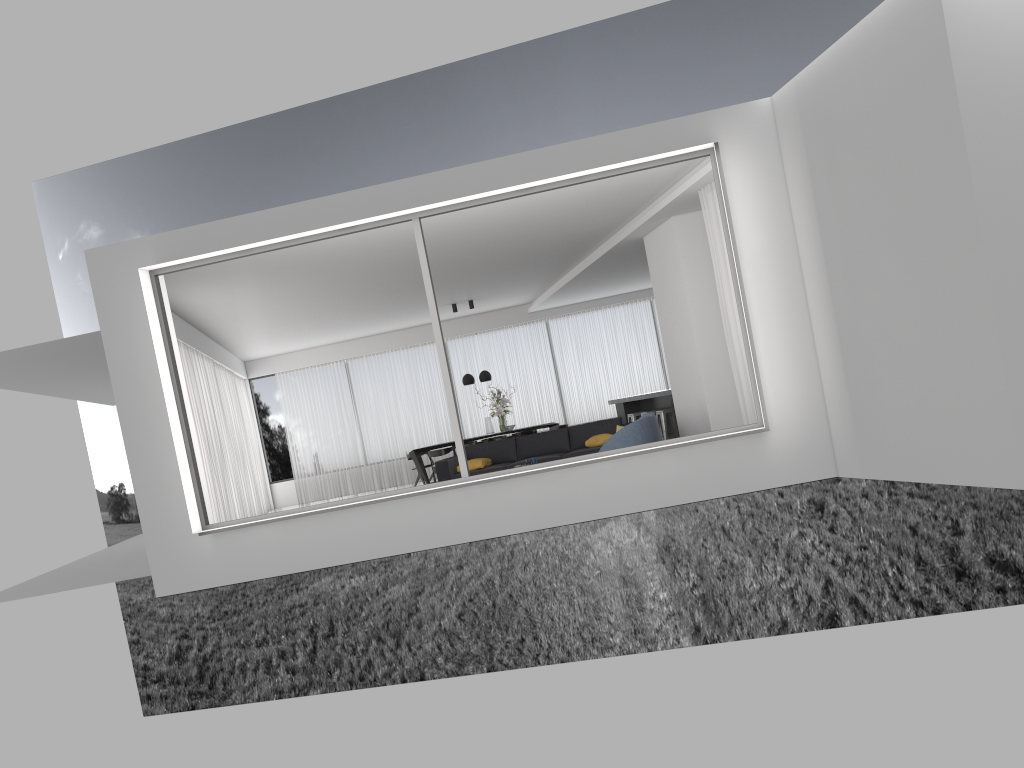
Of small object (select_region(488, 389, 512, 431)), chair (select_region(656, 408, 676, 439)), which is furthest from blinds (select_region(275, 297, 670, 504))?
chair (select_region(656, 408, 676, 439))

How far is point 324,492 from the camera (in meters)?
19.04

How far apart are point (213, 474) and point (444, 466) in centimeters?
348cm

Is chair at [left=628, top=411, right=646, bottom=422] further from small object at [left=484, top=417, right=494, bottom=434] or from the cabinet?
small object at [left=484, top=417, right=494, bottom=434]

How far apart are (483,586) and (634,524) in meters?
6.4 m

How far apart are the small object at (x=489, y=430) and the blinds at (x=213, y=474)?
4.4 meters

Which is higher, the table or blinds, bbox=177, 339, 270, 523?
blinds, bbox=177, 339, 270, 523

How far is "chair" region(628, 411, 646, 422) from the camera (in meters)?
14.99

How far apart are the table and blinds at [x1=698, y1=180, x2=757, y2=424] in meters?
8.0

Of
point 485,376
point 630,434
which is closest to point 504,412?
point 485,376
